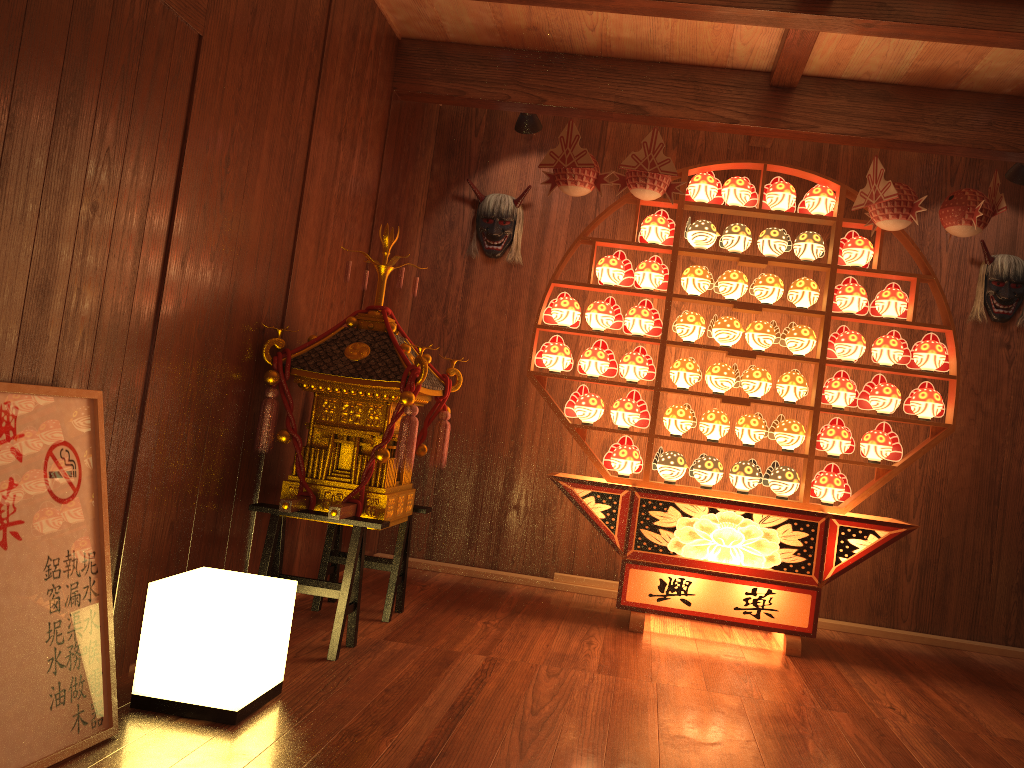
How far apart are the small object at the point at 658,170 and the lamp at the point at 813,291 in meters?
0.7

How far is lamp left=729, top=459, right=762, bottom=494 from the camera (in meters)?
3.97

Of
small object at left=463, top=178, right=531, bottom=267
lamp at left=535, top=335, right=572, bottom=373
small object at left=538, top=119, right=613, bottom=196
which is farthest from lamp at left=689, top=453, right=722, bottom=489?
small object at left=463, top=178, right=531, bottom=267

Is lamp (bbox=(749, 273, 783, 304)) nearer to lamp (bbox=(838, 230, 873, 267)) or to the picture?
lamp (bbox=(838, 230, 873, 267))

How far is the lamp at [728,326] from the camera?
4.0m

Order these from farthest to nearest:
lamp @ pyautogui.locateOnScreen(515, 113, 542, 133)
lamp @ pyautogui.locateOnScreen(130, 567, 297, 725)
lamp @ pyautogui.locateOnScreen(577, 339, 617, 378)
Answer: lamp @ pyautogui.locateOnScreen(515, 113, 542, 133) < lamp @ pyautogui.locateOnScreen(577, 339, 617, 378) < lamp @ pyautogui.locateOnScreen(130, 567, 297, 725)

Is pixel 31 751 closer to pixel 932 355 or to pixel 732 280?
pixel 732 280

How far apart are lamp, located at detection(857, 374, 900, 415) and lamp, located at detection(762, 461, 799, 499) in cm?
44

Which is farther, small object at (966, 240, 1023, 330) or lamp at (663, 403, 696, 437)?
small object at (966, 240, 1023, 330)

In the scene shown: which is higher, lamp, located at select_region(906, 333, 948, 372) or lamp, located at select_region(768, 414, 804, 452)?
lamp, located at select_region(906, 333, 948, 372)
